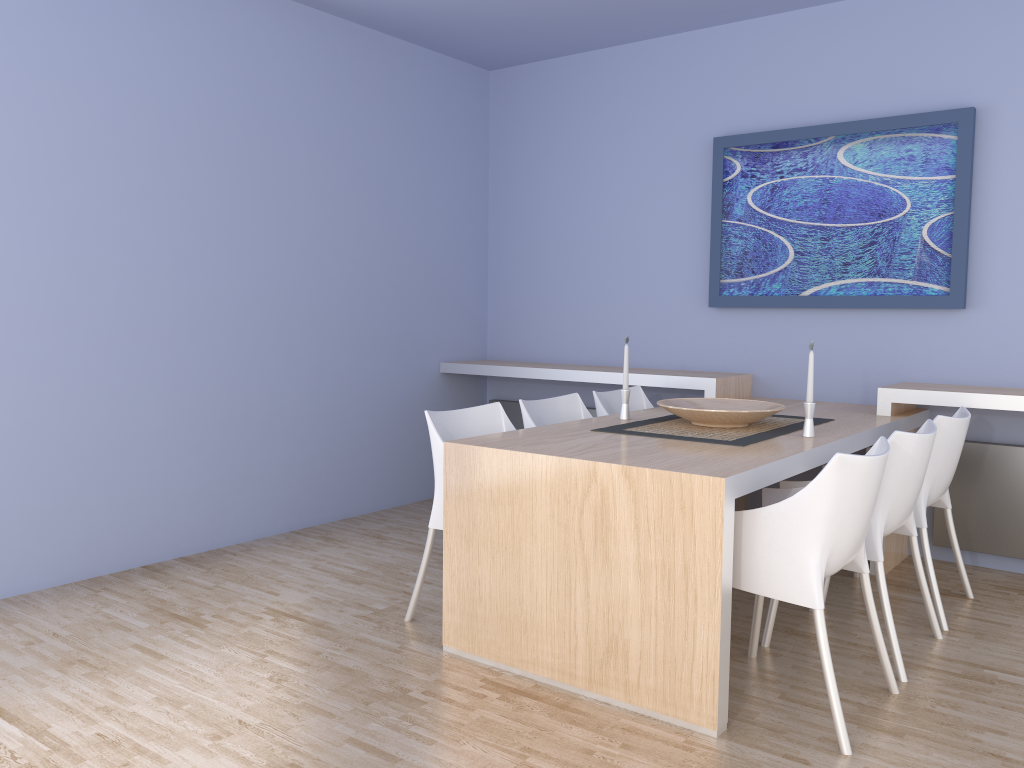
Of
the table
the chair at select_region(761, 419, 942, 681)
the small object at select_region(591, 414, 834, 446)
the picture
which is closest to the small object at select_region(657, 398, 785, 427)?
the small object at select_region(591, 414, 834, 446)

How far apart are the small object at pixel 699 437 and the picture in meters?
0.9

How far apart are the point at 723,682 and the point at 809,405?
1.2 meters

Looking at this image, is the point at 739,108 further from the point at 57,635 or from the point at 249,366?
the point at 57,635

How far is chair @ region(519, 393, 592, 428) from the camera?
3.80m

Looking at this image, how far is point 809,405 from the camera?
3.2 meters

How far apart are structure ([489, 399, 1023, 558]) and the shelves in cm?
13

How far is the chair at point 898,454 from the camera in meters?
2.8

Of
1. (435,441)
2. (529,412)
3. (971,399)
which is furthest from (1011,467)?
(435,441)

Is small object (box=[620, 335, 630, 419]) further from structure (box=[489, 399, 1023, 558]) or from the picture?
structure (box=[489, 399, 1023, 558])
